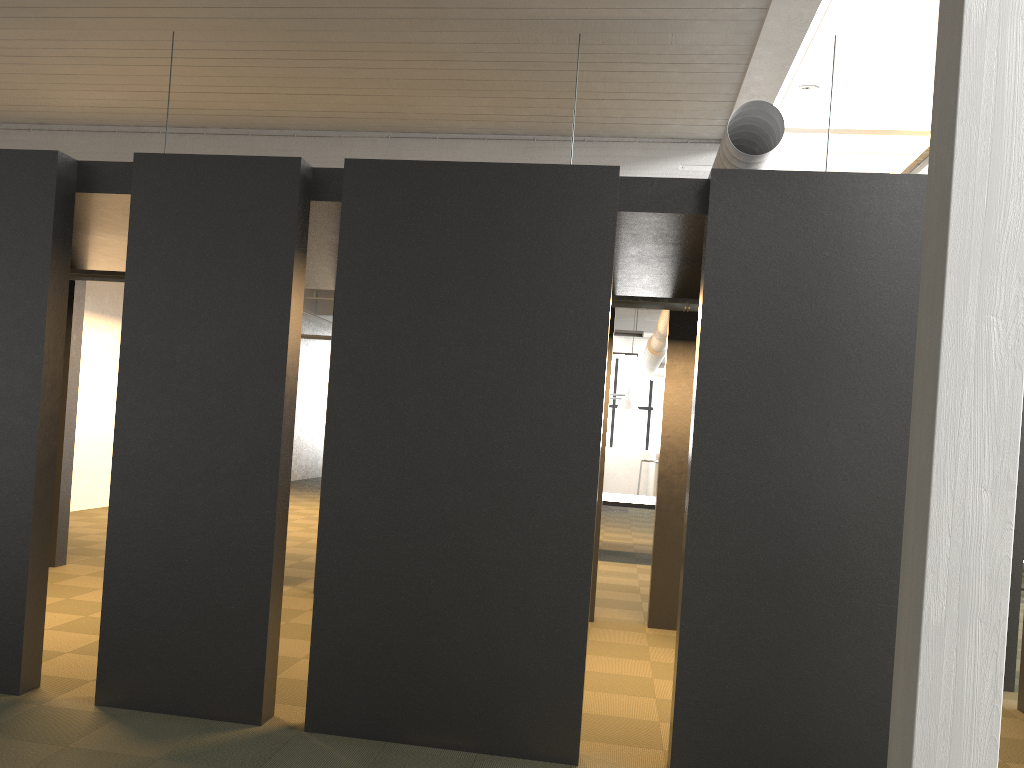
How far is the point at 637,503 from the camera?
11.0m

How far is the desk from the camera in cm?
1103

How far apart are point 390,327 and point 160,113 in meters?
6.2

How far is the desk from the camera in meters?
11.0
